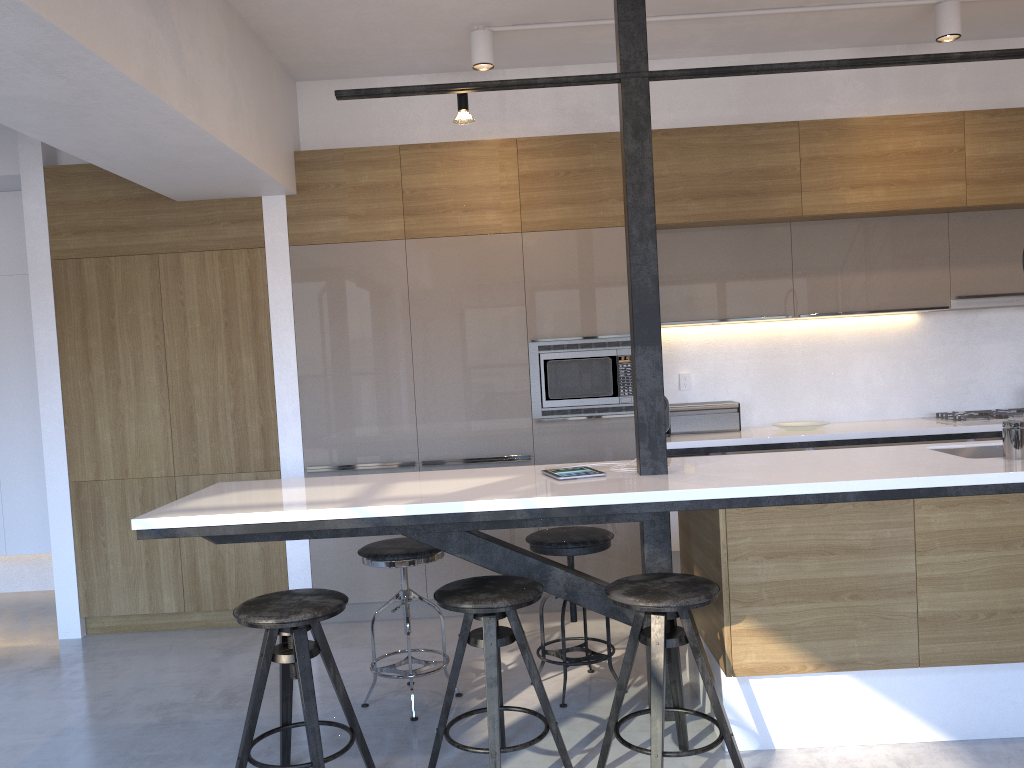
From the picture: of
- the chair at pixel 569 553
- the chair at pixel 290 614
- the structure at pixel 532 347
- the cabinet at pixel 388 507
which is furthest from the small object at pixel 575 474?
the structure at pixel 532 347

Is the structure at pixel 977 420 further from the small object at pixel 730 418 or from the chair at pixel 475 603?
the chair at pixel 475 603

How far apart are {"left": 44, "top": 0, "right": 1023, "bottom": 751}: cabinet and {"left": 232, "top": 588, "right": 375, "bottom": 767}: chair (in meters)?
0.21

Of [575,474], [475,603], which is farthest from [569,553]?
[475,603]

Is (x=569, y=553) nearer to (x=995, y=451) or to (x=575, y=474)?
(x=575, y=474)

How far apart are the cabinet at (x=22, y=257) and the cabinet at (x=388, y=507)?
0.7m

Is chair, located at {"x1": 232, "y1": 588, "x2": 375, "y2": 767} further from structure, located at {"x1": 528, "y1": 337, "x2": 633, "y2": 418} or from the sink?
the sink

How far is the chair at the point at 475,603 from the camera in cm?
268

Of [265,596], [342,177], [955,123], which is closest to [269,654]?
[265,596]

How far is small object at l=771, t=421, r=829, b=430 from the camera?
4.73m
